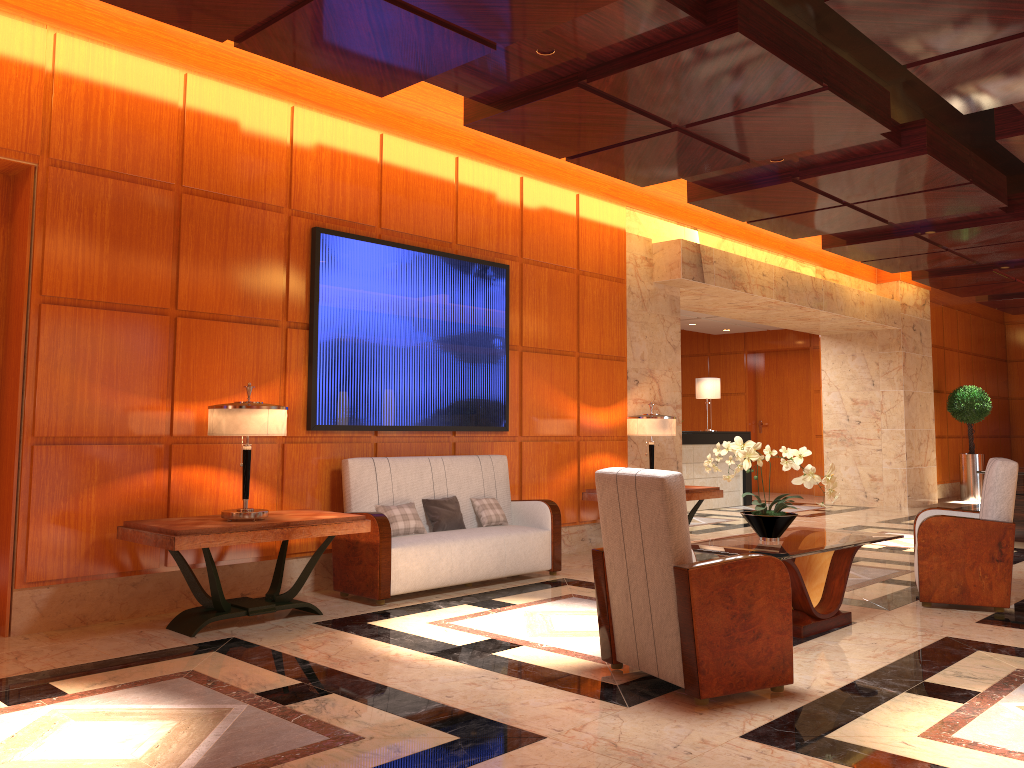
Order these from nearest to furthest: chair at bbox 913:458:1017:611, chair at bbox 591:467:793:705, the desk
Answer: chair at bbox 591:467:793:705
chair at bbox 913:458:1017:611
the desk

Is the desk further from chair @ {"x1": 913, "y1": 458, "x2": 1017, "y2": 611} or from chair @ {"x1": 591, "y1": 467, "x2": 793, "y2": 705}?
chair @ {"x1": 591, "y1": 467, "x2": 793, "y2": 705}

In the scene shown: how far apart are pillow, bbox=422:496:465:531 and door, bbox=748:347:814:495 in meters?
11.3 m

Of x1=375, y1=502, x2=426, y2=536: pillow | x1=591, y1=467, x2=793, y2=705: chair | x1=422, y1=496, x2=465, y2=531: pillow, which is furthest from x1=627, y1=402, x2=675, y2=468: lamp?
x1=591, y1=467, x2=793, y2=705: chair

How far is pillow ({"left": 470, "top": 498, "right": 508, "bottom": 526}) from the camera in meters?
6.8

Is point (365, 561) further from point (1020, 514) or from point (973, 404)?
point (973, 404)

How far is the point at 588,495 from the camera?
8.1 meters

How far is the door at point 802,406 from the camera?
16.5m

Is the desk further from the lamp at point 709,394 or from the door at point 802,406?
the door at point 802,406

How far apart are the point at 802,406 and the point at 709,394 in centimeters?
375cm
